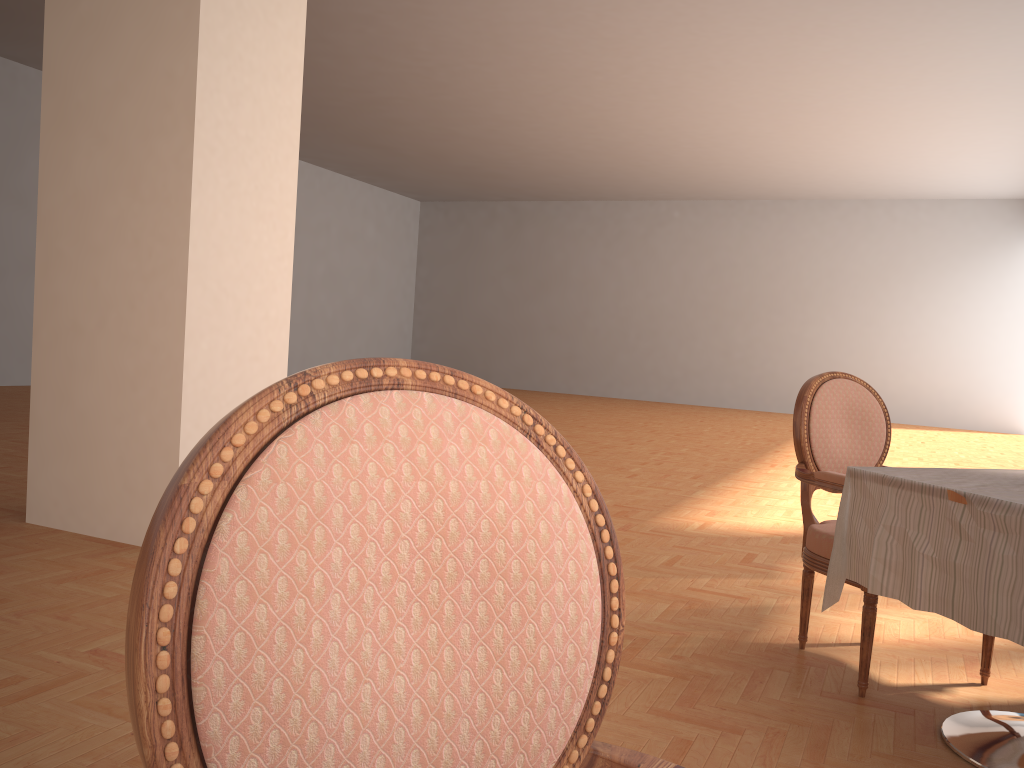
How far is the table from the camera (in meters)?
1.96

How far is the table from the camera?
2.0m

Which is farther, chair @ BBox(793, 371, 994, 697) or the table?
chair @ BBox(793, 371, 994, 697)

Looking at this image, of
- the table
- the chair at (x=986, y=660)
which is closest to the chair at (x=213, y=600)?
the table

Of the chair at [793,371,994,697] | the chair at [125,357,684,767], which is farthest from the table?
the chair at [125,357,684,767]

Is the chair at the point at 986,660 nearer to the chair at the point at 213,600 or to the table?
the table

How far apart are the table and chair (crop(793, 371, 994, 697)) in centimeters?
18cm

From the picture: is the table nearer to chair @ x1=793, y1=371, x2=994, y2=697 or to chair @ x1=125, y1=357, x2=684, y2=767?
chair @ x1=793, y1=371, x2=994, y2=697

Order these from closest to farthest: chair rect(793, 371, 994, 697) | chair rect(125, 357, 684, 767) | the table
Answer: chair rect(125, 357, 684, 767), the table, chair rect(793, 371, 994, 697)

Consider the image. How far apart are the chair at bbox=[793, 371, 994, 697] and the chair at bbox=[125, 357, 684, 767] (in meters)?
2.03
